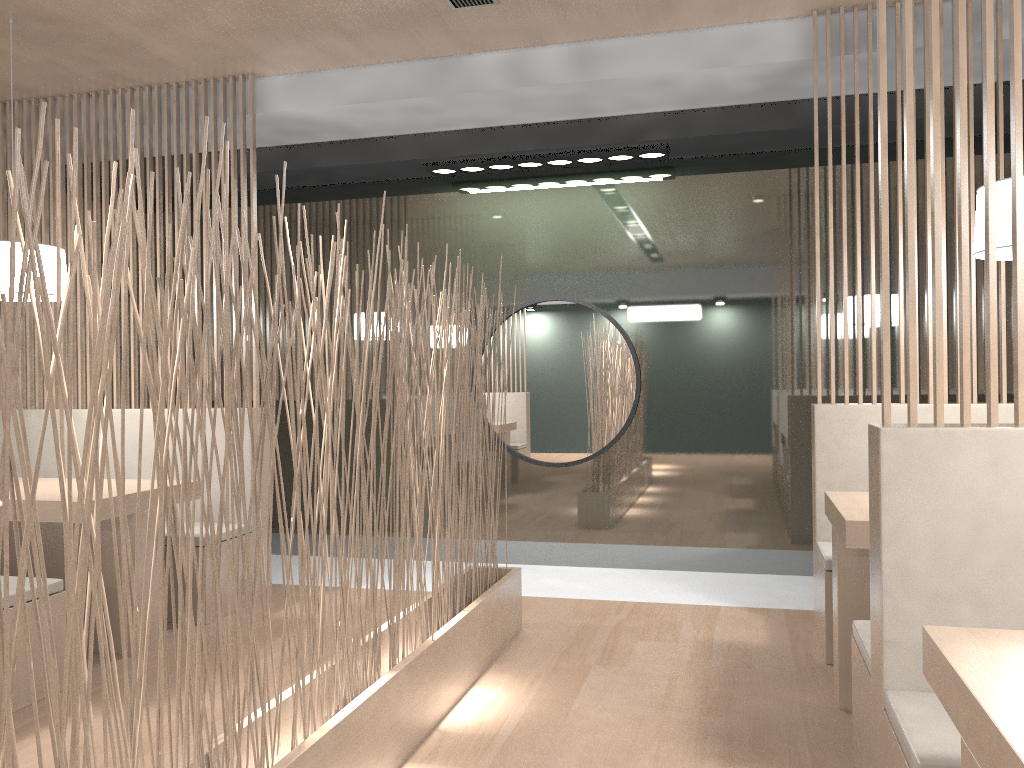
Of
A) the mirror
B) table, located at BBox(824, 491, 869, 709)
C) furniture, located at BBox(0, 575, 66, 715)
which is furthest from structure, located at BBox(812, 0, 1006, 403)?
furniture, located at BBox(0, 575, 66, 715)

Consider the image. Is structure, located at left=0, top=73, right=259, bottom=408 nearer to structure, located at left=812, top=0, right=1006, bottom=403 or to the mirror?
the mirror

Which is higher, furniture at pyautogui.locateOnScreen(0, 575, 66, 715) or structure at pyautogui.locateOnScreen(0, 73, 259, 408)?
structure at pyautogui.locateOnScreen(0, 73, 259, 408)

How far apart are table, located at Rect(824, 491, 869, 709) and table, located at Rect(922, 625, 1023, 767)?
0.7 meters

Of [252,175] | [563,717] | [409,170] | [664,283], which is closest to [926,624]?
[563,717]

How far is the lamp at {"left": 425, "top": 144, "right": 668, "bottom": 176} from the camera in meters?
2.9 m

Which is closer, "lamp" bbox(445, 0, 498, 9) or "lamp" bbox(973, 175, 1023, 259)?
"lamp" bbox(973, 175, 1023, 259)

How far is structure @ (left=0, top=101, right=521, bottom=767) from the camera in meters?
0.8

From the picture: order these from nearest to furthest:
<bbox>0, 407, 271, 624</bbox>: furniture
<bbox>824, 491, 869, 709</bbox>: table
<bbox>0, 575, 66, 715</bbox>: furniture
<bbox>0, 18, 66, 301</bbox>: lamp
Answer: <bbox>824, 491, 869, 709</bbox>: table → <bbox>0, 575, 66, 715</bbox>: furniture → <bbox>0, 18, 66, 301</bbox>: lamp → <bbox>0, 407, 271, 624</bbox>: furniture

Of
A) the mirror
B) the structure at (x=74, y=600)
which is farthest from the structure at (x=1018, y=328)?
the mirror
